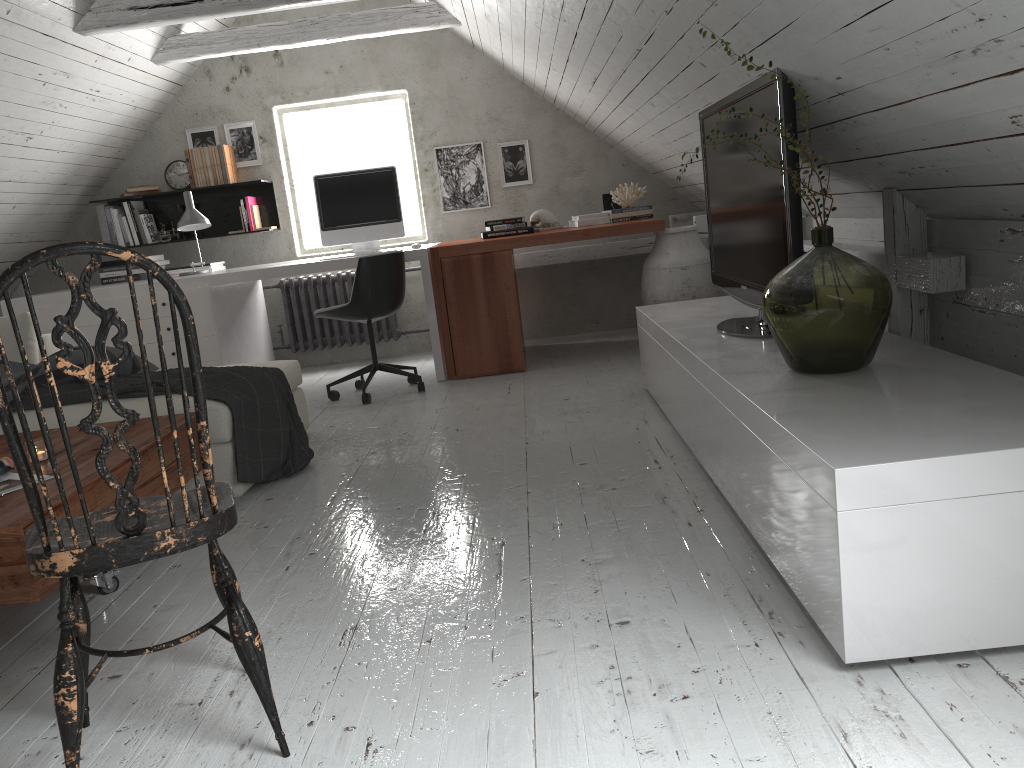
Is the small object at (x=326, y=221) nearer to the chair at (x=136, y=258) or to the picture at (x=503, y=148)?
the picture at (x=503, y=148)

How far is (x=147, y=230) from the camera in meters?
5.9 m

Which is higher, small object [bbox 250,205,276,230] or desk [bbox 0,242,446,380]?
small object [bbox 250,205,276,230]

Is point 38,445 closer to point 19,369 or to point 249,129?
point 19,369

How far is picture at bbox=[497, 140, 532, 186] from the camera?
6.0m

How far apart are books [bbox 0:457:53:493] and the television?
2.1m

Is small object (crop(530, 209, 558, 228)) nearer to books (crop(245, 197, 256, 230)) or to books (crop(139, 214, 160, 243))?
books (crop(245, 197, 256, 230))

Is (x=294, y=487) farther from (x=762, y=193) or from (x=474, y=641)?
(x=762, y=193)

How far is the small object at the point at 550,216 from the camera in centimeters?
550cm

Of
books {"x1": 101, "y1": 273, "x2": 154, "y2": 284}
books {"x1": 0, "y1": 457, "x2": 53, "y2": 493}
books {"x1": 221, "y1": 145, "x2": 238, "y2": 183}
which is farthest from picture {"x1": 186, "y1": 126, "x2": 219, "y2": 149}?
books {"x1": 0, "y1": 457, "x2": 53, "y2": 493}
